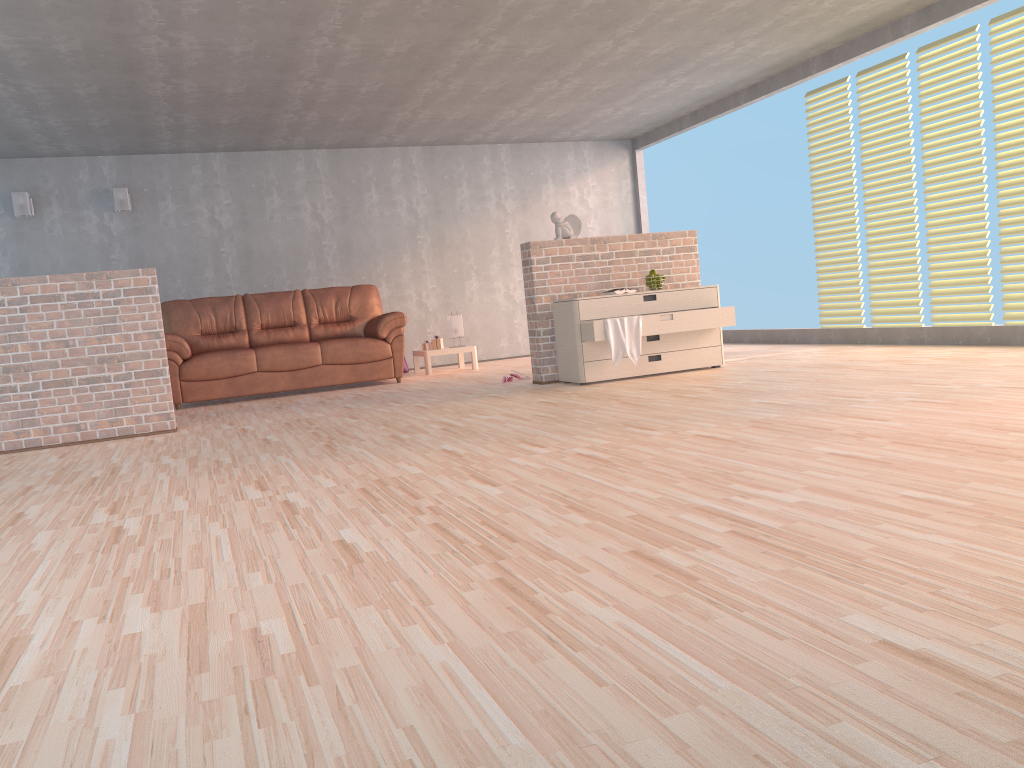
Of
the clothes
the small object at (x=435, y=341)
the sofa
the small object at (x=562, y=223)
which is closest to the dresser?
the clothes

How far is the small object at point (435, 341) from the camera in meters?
9.0 m

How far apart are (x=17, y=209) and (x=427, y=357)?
4.11m

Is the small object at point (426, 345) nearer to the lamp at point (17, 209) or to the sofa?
the sofa

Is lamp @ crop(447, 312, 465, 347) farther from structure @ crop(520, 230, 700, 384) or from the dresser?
the dresser

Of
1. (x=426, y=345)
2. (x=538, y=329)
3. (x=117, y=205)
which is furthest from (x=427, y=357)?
(x=117, y=205)

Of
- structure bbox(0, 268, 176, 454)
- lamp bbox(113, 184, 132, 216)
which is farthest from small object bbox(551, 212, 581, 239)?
lamp bbox(113, 184, 132, 216)

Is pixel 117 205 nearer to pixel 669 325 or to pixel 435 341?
pixel 435 341

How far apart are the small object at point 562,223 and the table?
2.6 meters

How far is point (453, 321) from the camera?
9.11m
